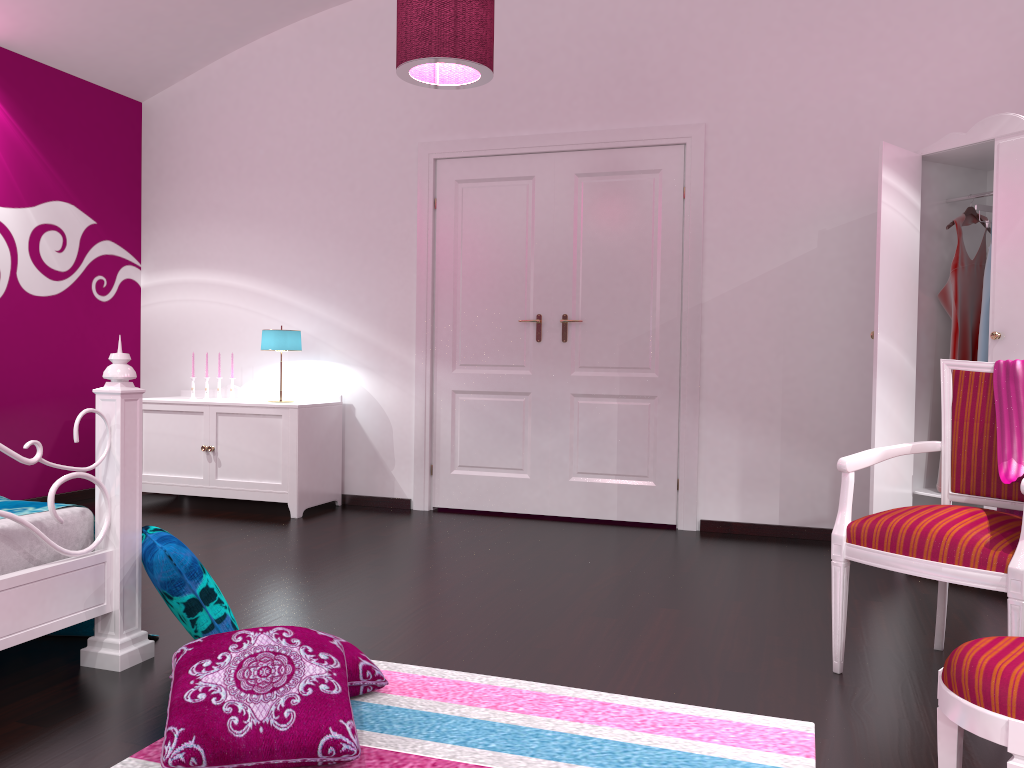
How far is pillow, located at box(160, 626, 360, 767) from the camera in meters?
1.8

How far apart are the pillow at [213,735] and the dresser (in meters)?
2.45

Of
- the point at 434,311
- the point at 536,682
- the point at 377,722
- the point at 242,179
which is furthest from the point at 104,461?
the point at 242,179

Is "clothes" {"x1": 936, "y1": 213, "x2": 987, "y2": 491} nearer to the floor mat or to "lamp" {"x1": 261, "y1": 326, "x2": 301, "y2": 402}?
the floor mat

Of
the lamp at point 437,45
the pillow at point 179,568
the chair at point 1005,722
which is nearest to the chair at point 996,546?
the chair at point 1005,722

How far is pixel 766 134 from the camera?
4.5 meters

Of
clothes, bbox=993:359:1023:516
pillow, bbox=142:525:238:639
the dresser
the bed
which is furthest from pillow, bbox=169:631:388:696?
the dresser

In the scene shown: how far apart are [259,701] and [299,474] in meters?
3.0 m

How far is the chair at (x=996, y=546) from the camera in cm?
219

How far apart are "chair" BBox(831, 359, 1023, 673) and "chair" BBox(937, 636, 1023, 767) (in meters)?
0.62
